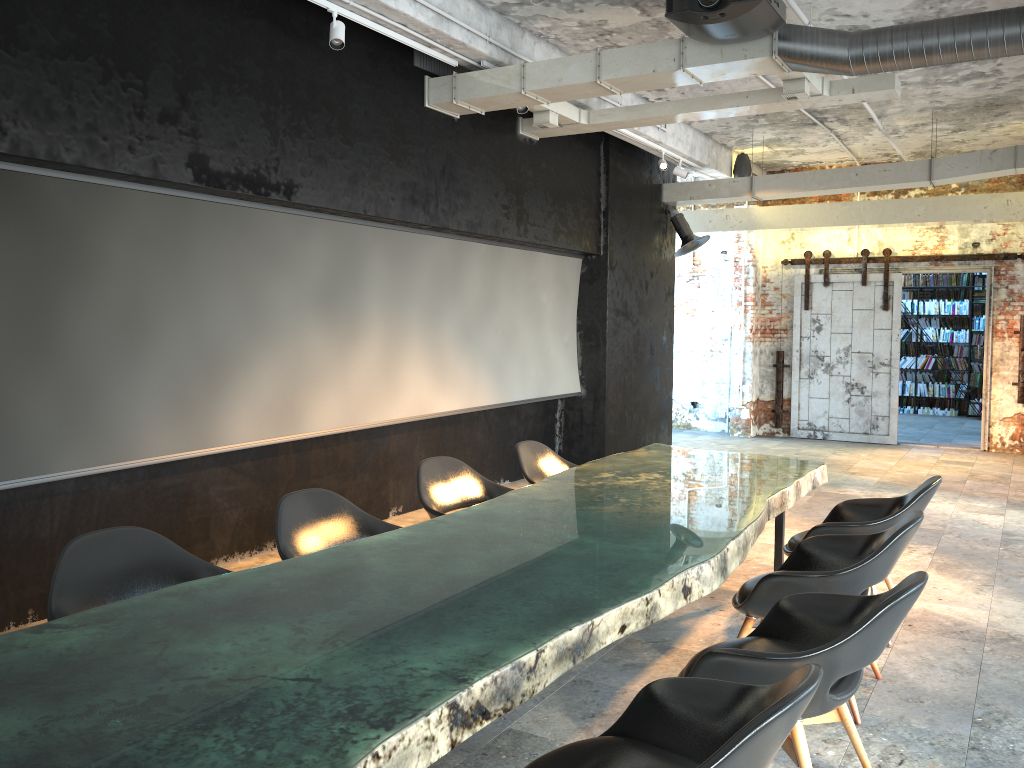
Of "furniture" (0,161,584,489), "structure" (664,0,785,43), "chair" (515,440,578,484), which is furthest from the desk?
"structure" (664,0,785,43)

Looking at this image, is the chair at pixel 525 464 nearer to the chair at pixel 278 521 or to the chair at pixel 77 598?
the chair at pixel 278 521

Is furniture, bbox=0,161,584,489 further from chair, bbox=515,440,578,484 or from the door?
the door

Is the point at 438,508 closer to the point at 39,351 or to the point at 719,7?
the point at 39,351

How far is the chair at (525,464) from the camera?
5.65m

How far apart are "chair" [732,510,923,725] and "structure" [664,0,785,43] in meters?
2.8 m

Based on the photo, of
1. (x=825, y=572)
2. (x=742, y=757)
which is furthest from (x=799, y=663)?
(x=825, y=572)

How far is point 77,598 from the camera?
3.0 meters

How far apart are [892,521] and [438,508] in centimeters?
236cm

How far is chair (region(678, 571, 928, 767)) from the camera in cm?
266
